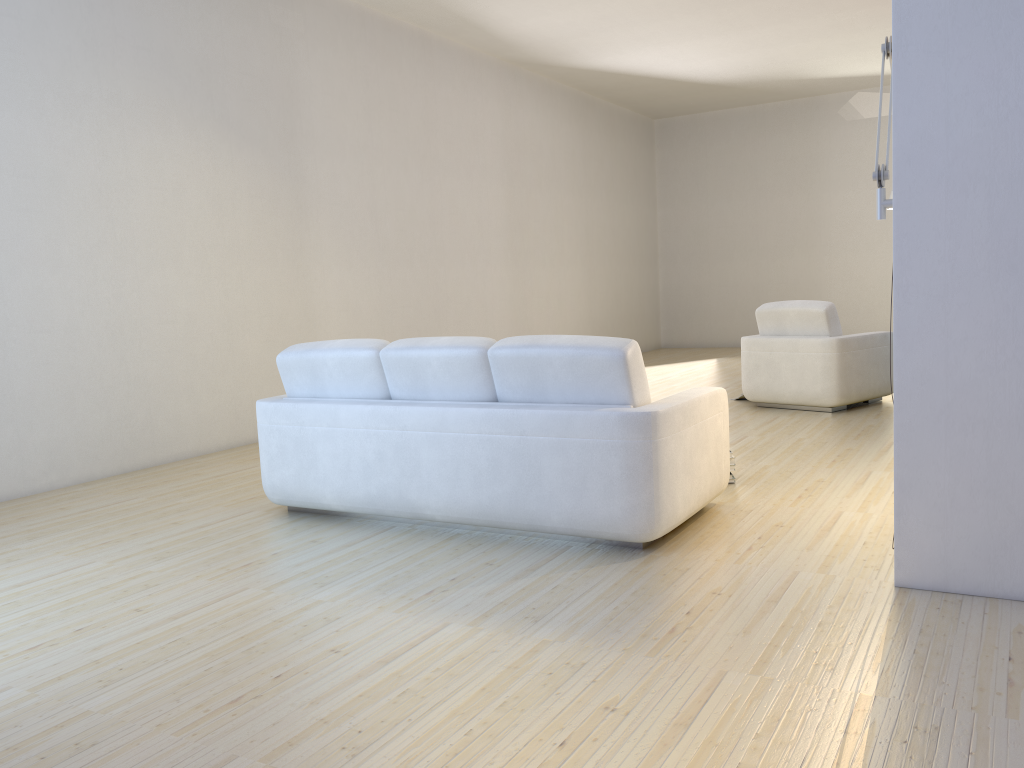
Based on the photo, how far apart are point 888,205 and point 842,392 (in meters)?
3.90

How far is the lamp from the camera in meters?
3.0 m

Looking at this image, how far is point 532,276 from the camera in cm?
1047

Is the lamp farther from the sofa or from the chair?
the chair

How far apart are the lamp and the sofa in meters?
1.0

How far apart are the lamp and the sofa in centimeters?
100cm

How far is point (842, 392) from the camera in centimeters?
665cm

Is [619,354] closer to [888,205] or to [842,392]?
[888,205]

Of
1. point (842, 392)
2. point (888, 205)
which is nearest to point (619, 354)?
point (888, 205)

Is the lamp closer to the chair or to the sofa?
the sofa
